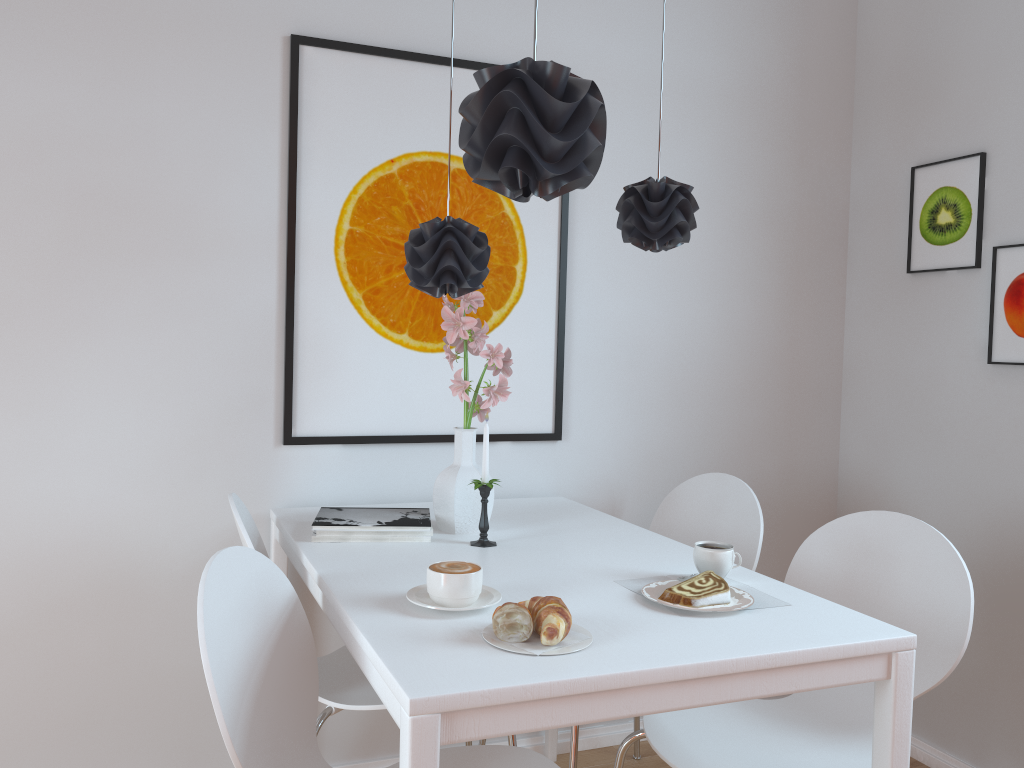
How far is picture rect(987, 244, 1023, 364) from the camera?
2.4 meters

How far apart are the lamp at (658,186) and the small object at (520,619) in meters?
0.9 m

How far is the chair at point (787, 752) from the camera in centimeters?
171cm

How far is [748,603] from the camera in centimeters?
152cm

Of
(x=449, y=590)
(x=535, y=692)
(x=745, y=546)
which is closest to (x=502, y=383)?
(x=449, y=590)

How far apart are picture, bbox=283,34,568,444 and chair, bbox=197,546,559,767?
0.74m

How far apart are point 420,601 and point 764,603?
0.60m

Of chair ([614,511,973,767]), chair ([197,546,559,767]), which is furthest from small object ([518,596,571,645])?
chair ([614,511,973,767])

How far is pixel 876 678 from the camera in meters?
1.4 m

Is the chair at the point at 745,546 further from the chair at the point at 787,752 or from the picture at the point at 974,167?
the picture at the point at 974,167
